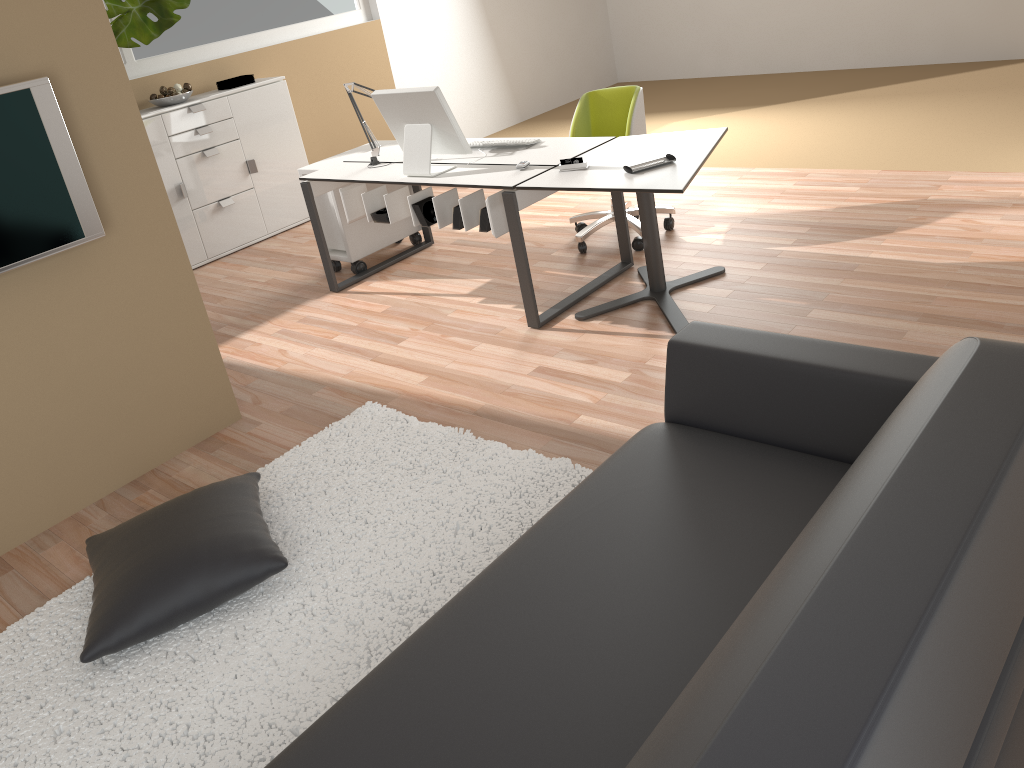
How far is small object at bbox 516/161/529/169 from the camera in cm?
397

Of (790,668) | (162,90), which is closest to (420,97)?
(162,90)

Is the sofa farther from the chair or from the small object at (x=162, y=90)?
the small object at (x=162, y=90)

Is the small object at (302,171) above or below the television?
below

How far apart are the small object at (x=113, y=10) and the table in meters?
3.3

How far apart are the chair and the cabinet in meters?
2.5 m

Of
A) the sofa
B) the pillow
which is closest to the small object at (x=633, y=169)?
the sofa

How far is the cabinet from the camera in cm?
582

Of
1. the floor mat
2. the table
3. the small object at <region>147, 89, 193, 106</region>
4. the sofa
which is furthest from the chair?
the small object at <region>147, 89, 193, 106</region>

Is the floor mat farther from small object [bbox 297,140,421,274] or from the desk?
small object [bbox 297,140,421,274]
